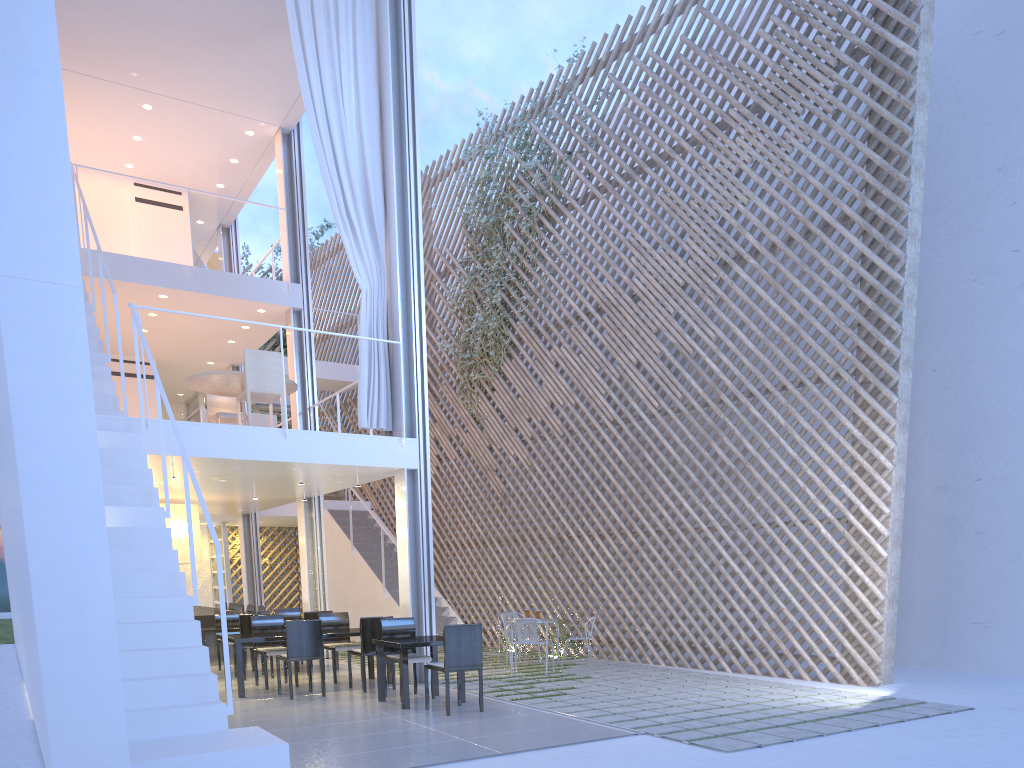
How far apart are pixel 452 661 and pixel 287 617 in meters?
2.6 m

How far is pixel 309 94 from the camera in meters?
4.9 m

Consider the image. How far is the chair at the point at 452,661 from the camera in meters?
3.6 m

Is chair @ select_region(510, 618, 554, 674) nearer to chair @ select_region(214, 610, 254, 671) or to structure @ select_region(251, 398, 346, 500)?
chair @ select_region(214, 610, 254, 671)

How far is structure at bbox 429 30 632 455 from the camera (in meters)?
7.17

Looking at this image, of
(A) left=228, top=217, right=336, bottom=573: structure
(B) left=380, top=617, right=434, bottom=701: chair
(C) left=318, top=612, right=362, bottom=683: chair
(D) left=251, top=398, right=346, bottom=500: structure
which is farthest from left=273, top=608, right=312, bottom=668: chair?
(A) left=228, top=217, right=336, bottom=573: structure

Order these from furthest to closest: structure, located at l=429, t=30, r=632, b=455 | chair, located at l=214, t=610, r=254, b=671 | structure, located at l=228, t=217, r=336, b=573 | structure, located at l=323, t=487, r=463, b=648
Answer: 1. structure, located at l=228, t=217, r=336, b=573
2. structure, located at l=323, t=487, r=463, b=648
3. structure, located at l=429, t=30, r=632, b=455
4. chair, located at l=214, t=610, r=254, b=671

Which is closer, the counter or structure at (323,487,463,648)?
the counter

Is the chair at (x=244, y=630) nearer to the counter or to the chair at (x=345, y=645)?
the chair at (x=345, y=645)

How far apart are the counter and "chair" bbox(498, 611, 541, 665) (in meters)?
2.09
